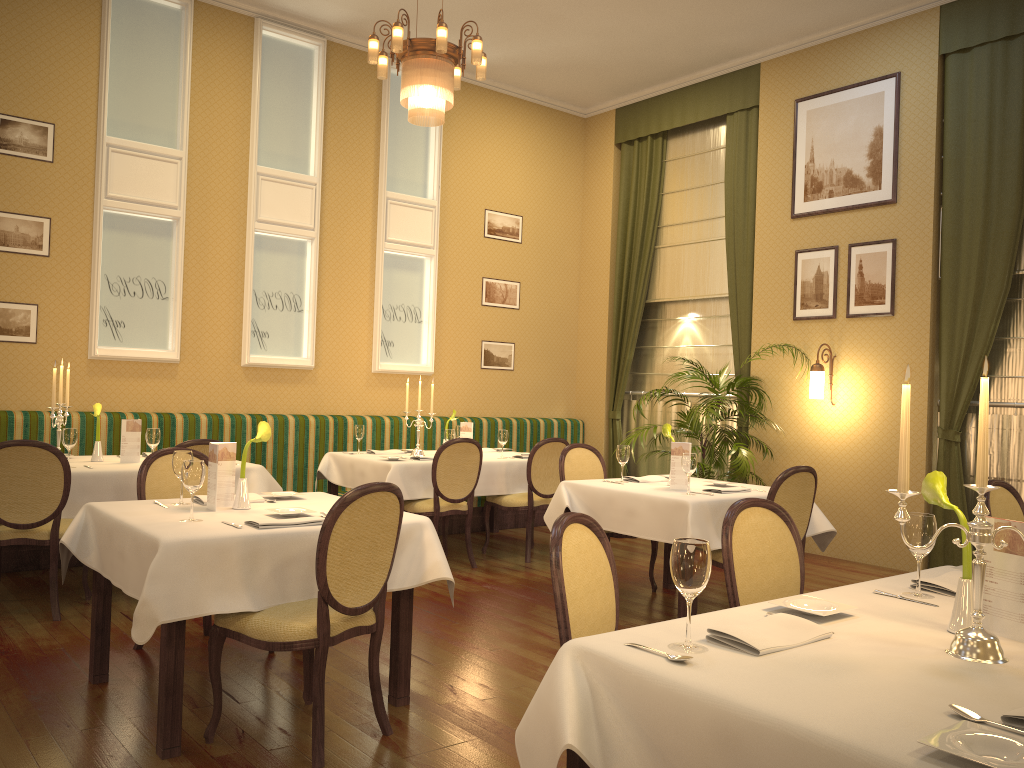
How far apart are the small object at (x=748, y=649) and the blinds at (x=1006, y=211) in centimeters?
536cm

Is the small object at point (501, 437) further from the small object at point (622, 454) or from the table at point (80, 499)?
the table at point (80, 499)

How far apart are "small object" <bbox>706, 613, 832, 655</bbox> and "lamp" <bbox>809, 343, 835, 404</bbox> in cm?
553

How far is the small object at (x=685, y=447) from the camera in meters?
5.2

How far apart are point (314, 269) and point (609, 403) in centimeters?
351cm

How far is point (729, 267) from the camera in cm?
839

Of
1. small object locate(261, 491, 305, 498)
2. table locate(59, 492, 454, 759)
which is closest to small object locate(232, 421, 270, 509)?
table locate(59, 492, 454, 759)

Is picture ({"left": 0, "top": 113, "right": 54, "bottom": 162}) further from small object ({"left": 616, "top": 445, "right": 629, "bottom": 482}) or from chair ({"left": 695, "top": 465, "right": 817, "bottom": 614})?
chair ({"left": 695, "top": 465, "right": 817, "bottom": 614})

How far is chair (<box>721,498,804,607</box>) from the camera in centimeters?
288cm

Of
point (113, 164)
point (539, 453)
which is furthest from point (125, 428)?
point (539, 453)
